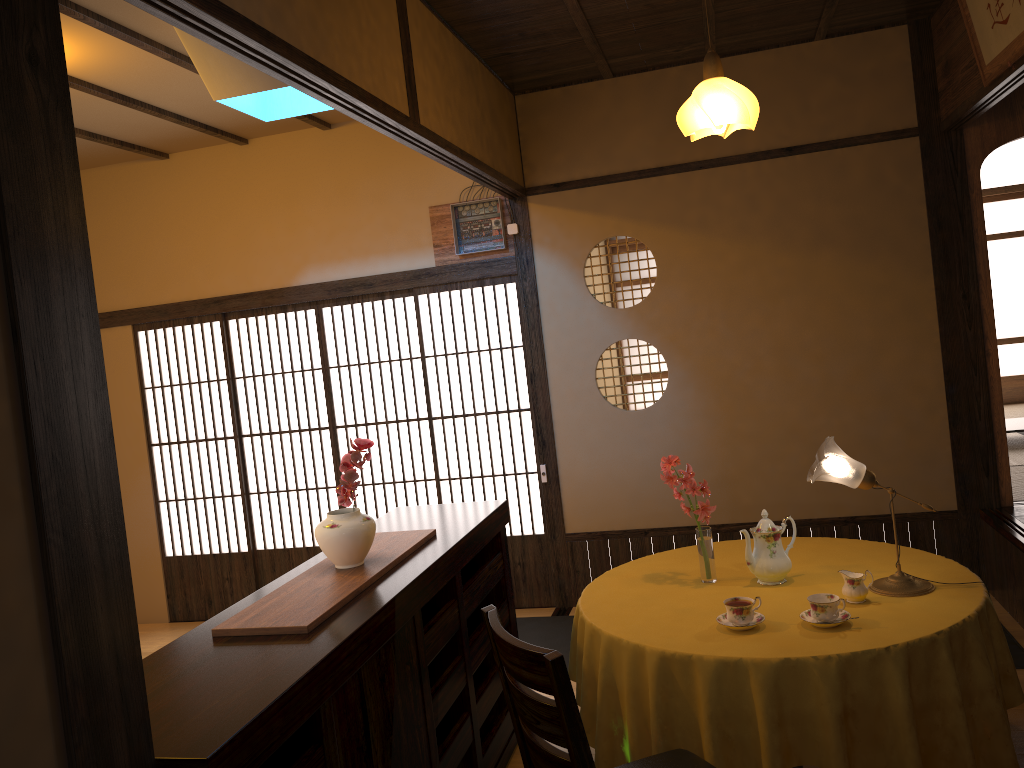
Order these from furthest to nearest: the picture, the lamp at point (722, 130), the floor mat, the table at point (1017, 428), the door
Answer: the table at point (1017, 428) < the door < the floor mat < the picture < the lamp at point (722, 130)

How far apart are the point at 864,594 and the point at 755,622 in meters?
0.4

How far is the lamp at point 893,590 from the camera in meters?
2.8 m

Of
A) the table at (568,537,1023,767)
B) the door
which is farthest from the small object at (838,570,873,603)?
the door

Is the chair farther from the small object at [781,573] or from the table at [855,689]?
the small object at [781,573]

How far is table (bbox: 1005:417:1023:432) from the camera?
6.4m

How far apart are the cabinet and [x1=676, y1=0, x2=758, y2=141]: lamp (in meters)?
1.61

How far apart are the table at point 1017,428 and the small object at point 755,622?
4.7m

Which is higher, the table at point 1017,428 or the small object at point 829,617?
the small object at point 829,617

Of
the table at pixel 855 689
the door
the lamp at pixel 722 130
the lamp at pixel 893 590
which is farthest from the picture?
the door
